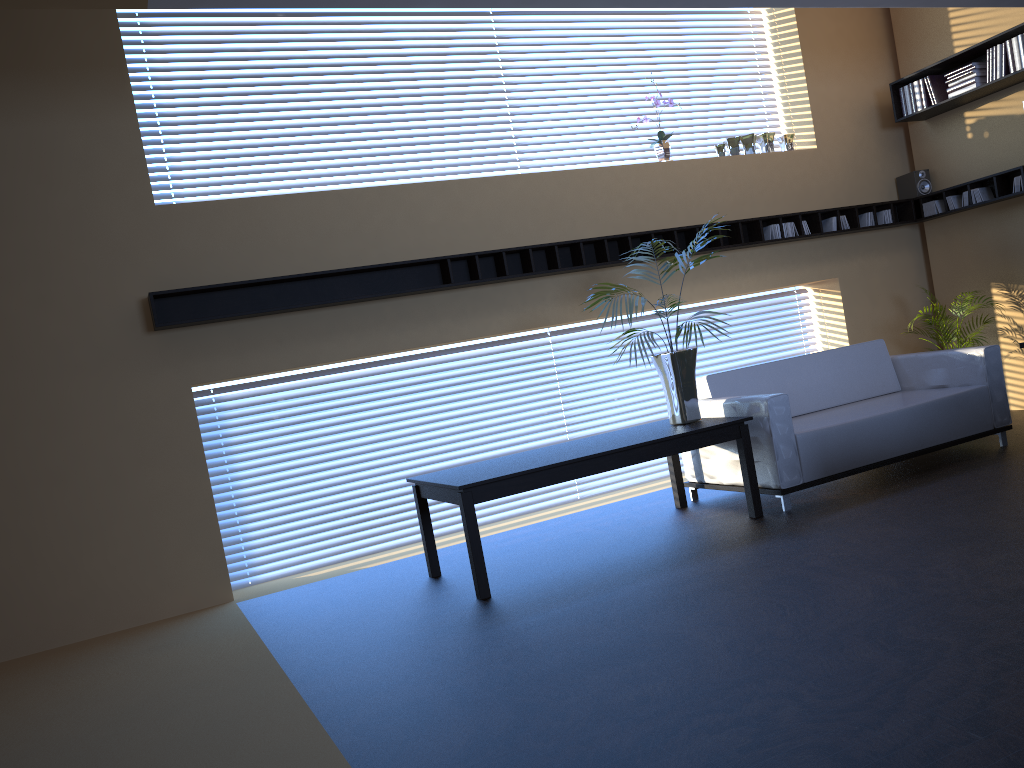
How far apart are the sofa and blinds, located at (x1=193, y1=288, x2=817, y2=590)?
1.1 meters

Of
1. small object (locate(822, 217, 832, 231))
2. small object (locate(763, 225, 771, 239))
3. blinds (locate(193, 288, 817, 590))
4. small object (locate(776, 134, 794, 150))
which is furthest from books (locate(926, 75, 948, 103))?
blinds (locate(193, 288, 817, 590))

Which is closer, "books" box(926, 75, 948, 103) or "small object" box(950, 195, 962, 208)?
"books" box(926, 75, 948, 103)

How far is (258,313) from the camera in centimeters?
559cm

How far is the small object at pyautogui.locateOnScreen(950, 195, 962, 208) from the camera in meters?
7.6 m

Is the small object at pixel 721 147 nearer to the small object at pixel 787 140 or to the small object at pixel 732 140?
the small object at pixel 732 140

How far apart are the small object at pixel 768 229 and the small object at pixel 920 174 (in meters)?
1.64

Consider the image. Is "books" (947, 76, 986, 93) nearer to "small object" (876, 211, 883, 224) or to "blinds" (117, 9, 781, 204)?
"small object" (876, 211, 883, 224)

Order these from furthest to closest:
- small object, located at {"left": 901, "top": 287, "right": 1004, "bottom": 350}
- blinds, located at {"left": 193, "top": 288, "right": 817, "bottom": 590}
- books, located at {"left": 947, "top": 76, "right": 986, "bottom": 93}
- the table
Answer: small object, located at {"left": 901, "top": 287, "right": 1004, "bottom": 350}
books, located at {"left": 947, "top": 76, "right": 986, "bottom": 93}
blinds, located at {"left": 193, "top": 288, "right": 817, "bottom": 590}
the table

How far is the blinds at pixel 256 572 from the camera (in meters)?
6.02
